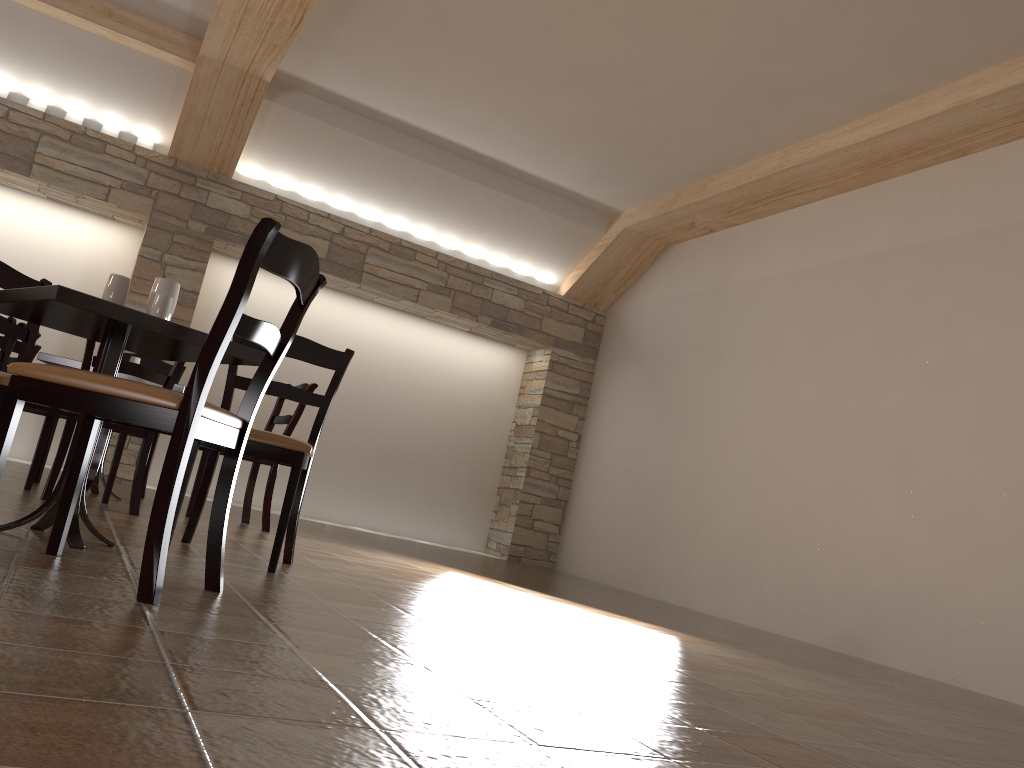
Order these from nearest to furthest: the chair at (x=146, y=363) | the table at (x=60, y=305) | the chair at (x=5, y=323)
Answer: the table at (x=60, y=305), the chair at (x=5, y=323), the chair at (x=146, y=363)

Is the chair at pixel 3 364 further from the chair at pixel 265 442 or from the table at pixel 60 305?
the table at pixel 60 305

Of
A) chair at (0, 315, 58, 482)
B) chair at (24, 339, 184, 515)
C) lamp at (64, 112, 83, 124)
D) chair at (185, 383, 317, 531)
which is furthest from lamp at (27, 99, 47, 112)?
chair at (24, 339, 184, 515)

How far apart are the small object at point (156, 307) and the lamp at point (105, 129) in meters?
5.0

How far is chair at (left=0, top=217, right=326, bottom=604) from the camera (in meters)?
1.87

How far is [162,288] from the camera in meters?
2.7

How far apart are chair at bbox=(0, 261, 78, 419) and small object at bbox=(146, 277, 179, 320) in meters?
0.5 m

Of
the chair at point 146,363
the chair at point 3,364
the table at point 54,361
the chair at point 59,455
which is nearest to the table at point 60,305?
the chair at point 59,455

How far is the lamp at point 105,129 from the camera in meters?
6.8

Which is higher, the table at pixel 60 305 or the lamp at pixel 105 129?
the lamp at pixel 105 129
